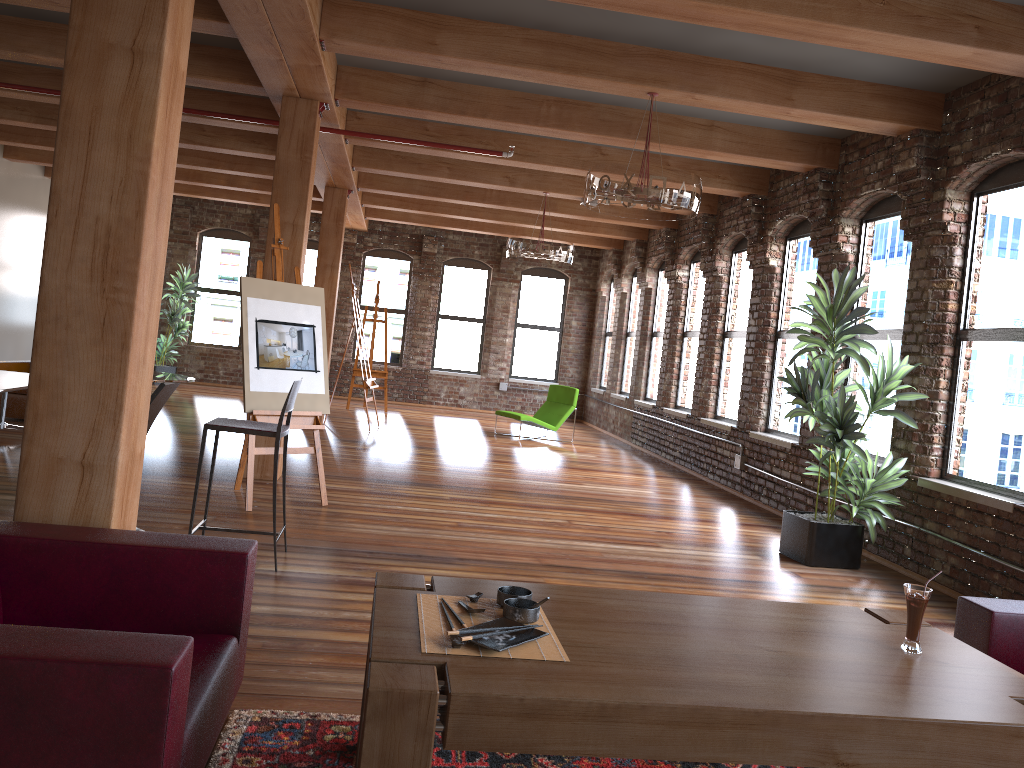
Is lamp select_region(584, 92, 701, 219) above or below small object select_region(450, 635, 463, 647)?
above

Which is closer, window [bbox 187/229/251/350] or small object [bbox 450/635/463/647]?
small object [bbox 450/635/463/647]

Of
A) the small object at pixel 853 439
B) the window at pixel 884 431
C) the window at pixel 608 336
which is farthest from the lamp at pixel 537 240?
the window at pixel 608 336

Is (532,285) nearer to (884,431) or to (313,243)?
(313,243)

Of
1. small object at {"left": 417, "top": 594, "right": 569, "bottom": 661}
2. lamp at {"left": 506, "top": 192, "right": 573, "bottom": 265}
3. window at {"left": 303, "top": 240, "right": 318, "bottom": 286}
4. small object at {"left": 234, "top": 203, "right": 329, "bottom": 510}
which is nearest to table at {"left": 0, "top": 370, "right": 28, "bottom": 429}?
small object at {"left": 234, "top": 203, "right": 329, "bottom": 510}

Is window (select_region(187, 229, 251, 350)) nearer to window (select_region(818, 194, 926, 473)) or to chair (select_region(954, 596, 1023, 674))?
window (select_region(818, 194, 926, 473))

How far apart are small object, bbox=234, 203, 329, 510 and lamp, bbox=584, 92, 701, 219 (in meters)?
2.08

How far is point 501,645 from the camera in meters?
2.2 m

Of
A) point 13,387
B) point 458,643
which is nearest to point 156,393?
point 13,387

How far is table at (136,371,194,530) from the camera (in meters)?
4.58
